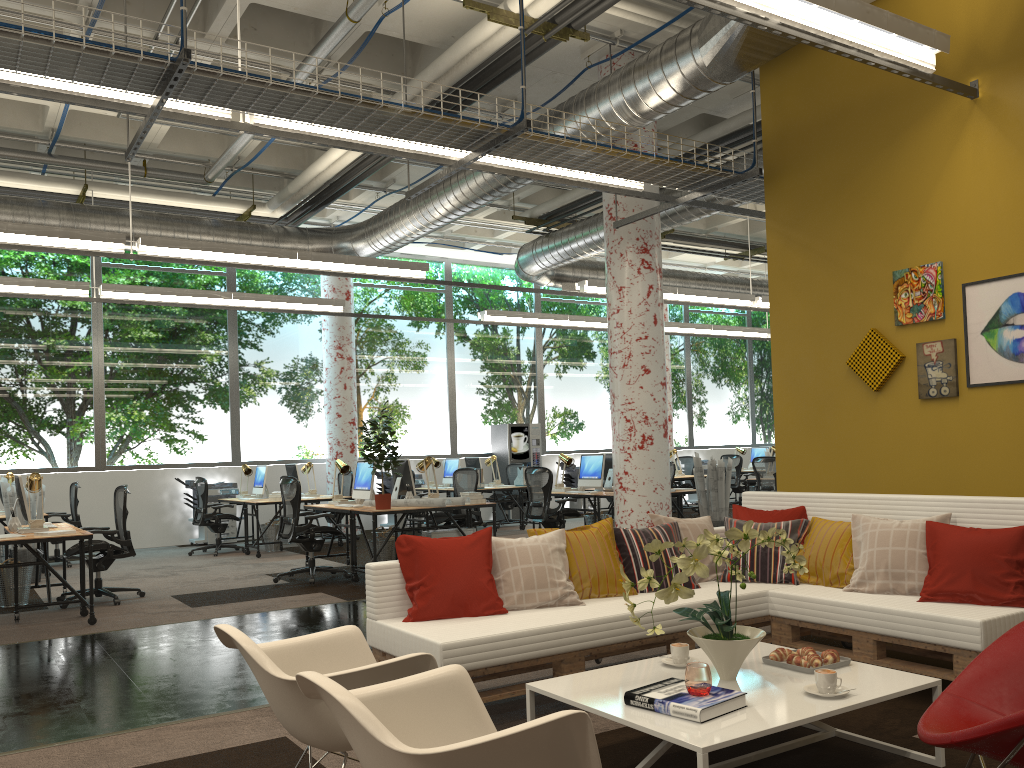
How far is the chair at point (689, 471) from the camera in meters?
17.3 m

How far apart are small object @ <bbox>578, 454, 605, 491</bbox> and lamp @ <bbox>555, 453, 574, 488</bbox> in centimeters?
20cm

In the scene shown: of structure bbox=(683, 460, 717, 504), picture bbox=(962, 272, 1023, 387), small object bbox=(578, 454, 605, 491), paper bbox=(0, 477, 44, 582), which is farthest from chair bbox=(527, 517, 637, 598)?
structure bbox=(683, 460, 717, 504)

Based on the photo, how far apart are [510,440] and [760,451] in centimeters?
546cm

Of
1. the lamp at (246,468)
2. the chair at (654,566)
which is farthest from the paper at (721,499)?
the lamp at (246,468)

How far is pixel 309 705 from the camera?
2.58m

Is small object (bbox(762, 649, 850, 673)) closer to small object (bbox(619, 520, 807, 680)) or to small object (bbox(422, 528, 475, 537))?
small object (bbox(619, 520, 807, 680))

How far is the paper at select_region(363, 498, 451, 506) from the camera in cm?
868

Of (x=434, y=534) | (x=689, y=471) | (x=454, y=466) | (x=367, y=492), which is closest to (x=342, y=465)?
(x=367, y=492)

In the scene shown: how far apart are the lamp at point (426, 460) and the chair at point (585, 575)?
4.8 meters
